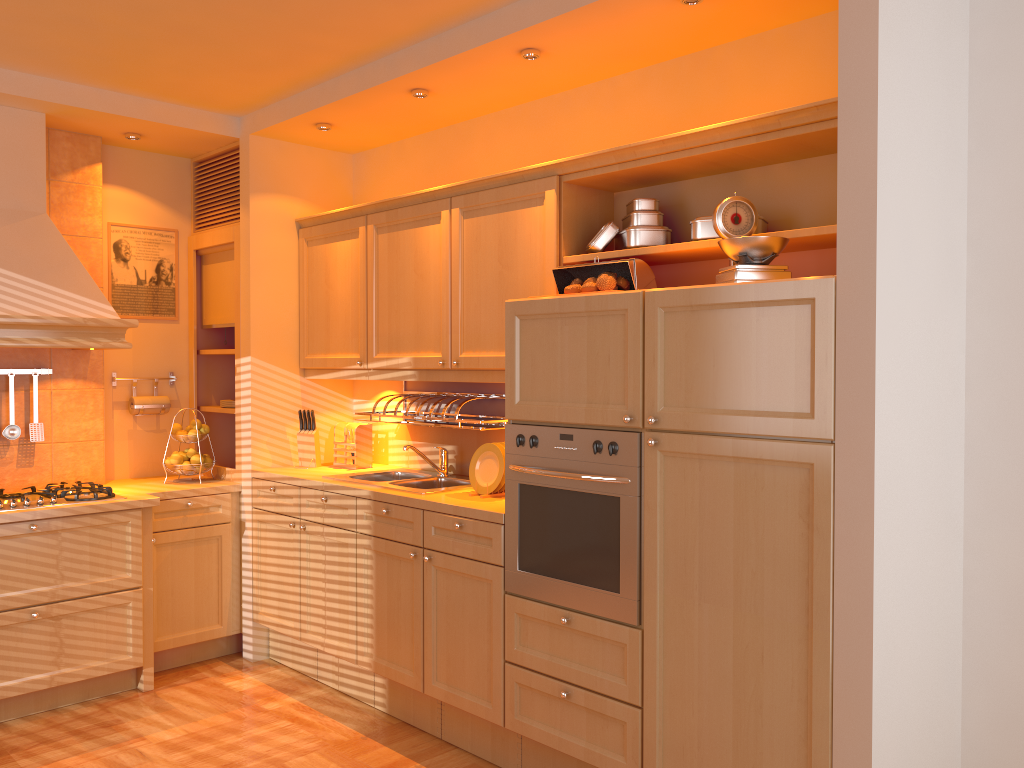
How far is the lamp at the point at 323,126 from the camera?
4.1 meters

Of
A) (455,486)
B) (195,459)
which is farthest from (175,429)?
(455,486)

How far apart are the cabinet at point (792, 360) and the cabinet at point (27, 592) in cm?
15

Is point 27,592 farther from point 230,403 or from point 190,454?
point 230,403

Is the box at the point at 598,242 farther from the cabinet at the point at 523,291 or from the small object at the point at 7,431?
the small object at the point at 7,431

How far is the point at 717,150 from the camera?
2.79m

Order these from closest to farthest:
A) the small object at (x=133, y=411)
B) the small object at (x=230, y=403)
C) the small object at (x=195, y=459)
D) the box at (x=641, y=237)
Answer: the box at (x=641, y=237) < the small object at (x=195, y=459) < the small object at (x=133, y=411) < the small object at (x=230, y=403)

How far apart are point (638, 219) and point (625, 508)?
1.1 meters

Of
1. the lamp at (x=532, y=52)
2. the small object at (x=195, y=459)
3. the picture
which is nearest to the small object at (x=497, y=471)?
the lamp at (x=532, y=52)

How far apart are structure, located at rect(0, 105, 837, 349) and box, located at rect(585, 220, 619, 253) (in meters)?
0.04
